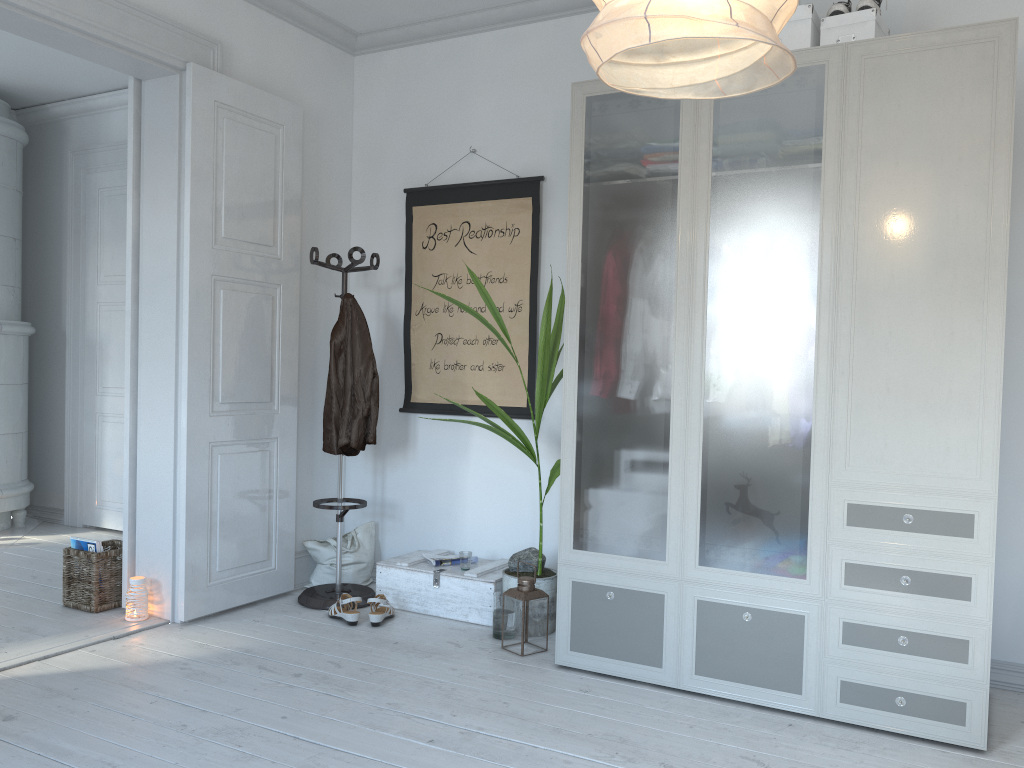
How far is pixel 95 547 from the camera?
3.9 meters

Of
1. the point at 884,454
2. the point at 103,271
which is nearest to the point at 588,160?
the point at 103,271

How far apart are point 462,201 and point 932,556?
2.65m

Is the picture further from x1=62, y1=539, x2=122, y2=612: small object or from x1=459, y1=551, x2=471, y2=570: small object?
x1=62, y1=539, x2=122, y2=612: small object

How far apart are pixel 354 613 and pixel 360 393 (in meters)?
0.98

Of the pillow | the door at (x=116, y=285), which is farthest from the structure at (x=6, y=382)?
the pillow

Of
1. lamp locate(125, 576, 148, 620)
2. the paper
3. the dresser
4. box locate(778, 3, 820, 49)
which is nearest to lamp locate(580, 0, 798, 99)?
the dresser

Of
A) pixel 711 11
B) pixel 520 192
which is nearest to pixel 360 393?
pixel 520 192

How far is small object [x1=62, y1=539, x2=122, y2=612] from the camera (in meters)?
3.88

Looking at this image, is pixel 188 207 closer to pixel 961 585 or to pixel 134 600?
pixel 134 600
